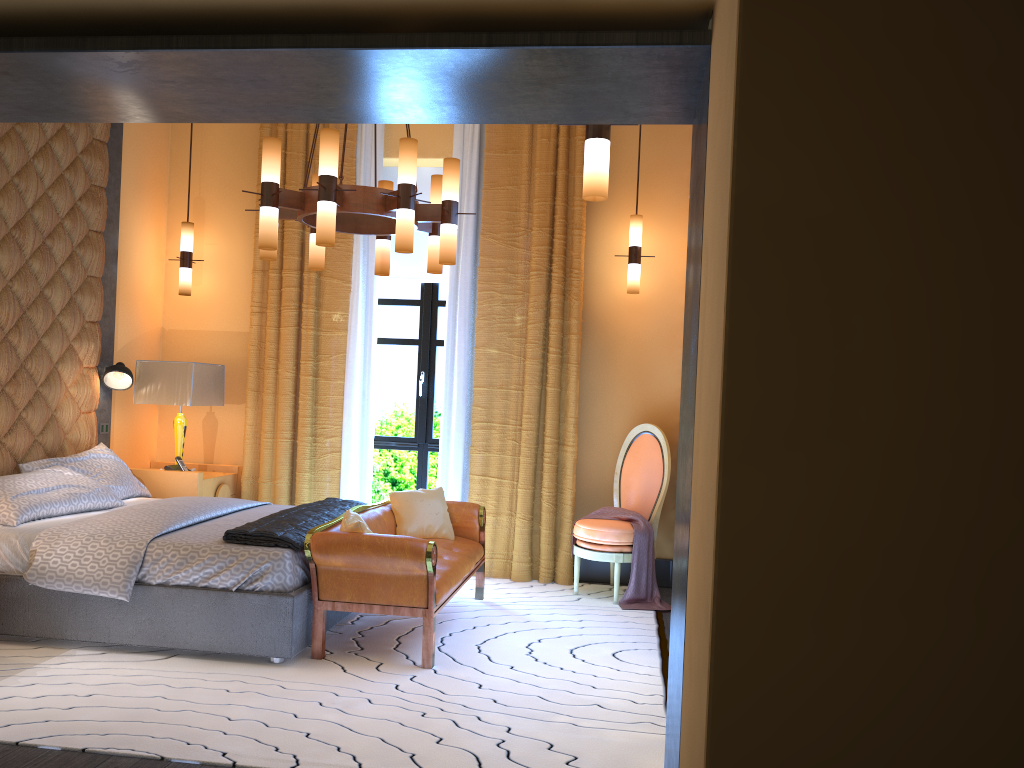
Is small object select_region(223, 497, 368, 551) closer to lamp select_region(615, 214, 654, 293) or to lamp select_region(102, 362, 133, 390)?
lamp select_region(102, 362, 133, 390)

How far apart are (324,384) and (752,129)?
5.2m

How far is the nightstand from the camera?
5.95m

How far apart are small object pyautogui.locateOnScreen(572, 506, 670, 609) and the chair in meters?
0.0

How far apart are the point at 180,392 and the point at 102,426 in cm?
55

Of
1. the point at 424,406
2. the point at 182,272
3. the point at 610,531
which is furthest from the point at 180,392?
the point at 610,531

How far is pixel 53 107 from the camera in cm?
273

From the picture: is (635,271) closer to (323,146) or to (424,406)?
(424,406)

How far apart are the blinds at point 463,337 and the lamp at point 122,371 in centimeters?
144cm

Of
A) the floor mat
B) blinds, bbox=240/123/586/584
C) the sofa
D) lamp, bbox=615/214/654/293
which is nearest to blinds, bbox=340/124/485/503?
blinds, bbox=240/123/586/584
